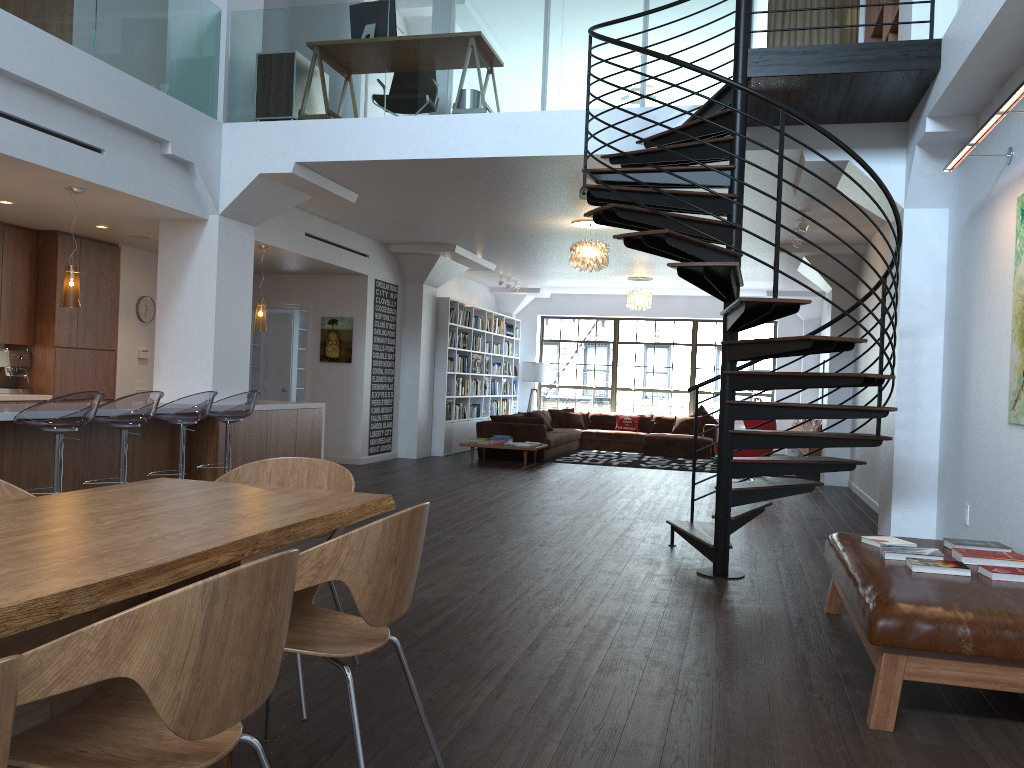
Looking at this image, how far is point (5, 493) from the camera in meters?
3.1 m

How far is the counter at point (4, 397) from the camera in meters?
8.2

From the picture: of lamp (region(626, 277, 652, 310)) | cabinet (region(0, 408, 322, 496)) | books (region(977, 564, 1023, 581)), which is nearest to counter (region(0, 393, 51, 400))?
cabinet (region(0, 408, 322, 496))

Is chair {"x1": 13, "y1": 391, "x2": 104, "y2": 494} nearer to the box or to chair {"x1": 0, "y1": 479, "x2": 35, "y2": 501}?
chair {"x1": 0, "y1": 479, "x2": 35, "y2": 501}

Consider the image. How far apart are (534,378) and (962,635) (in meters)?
14.53

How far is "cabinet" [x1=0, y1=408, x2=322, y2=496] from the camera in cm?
599

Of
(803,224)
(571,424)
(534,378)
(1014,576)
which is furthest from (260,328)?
(534,378)

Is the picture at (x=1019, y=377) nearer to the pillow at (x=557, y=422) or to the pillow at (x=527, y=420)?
the pillow at (x=527, y=420)

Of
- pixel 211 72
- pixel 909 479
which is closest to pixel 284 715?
pixel 909 479

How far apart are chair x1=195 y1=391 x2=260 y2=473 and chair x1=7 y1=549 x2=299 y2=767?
5.33m
